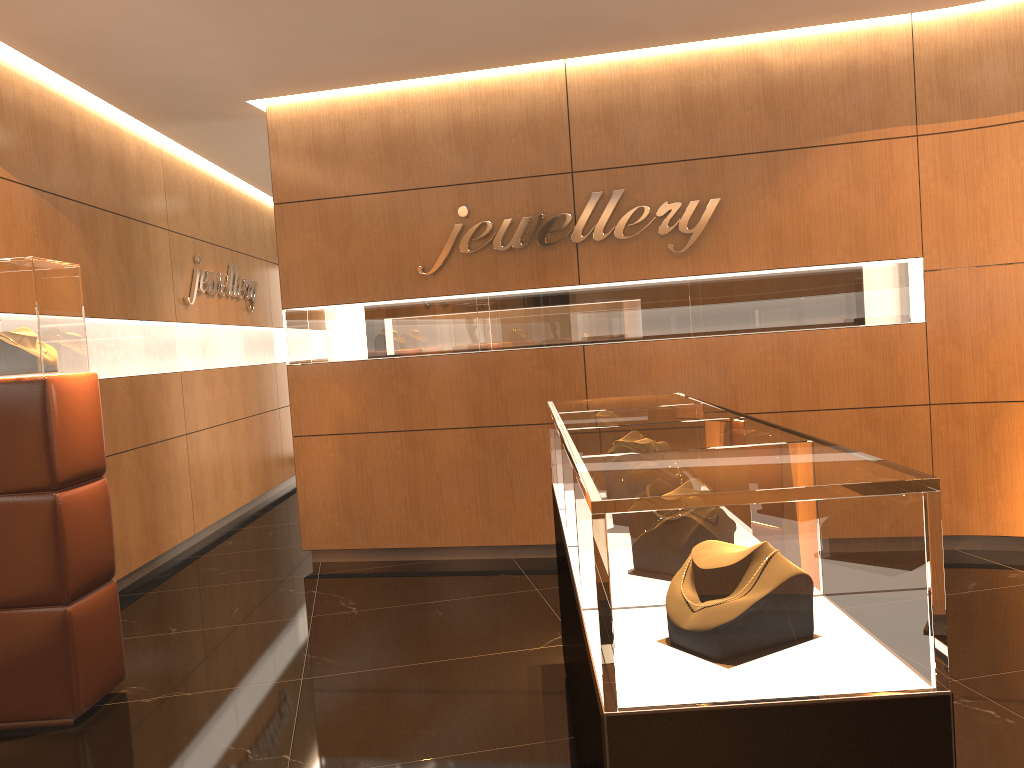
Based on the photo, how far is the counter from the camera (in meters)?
1.53

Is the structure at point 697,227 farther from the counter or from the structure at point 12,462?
the structure at point 12,462

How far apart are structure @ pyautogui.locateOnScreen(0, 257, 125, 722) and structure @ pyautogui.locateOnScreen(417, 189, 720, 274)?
2.5 meters

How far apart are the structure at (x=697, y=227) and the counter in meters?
2.2 m

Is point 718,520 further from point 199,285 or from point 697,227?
point 199,285

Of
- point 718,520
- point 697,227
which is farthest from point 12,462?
point 697,227

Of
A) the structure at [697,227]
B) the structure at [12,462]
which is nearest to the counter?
the structure at [12,462]

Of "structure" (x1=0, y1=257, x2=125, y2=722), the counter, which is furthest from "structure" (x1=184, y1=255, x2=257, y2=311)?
the counter

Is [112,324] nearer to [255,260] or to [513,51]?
[513,51]

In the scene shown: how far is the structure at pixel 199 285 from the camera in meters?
7.7
